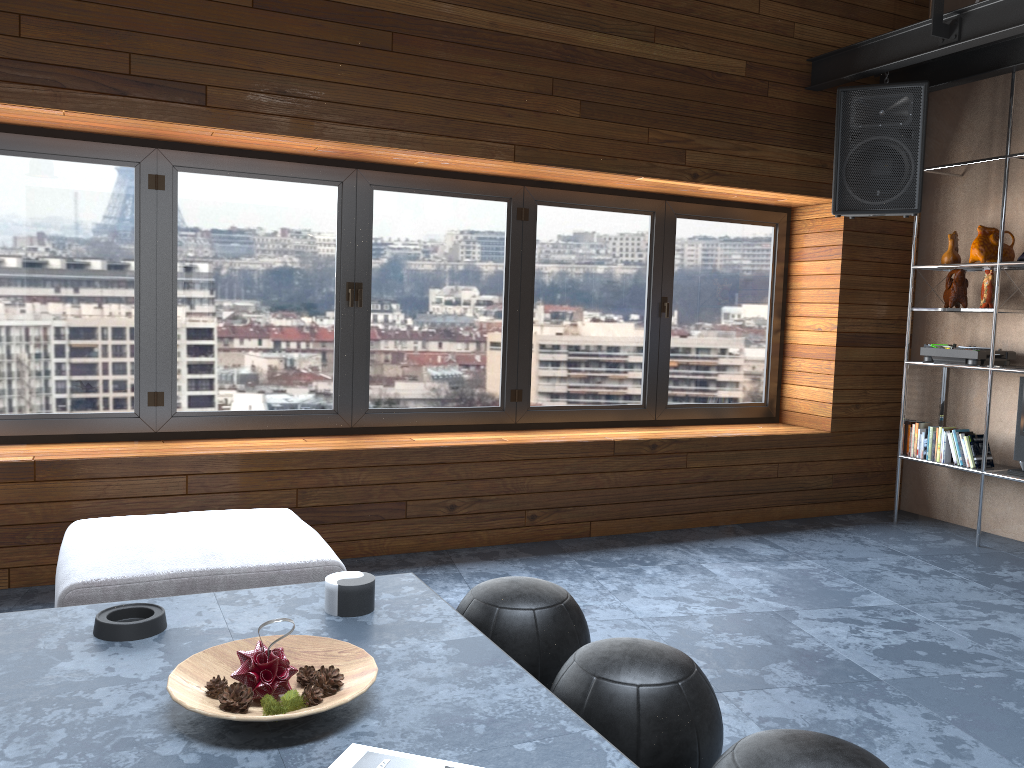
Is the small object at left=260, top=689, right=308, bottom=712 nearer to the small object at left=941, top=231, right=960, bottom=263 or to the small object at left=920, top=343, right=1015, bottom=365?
the small object at left=920, top=343, right=1015, bottom=365

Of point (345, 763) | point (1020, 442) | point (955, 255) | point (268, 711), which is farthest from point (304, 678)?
Result: point (955, 255)

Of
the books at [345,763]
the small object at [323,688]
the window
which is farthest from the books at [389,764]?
the window

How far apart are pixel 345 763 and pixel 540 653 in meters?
0.9 m

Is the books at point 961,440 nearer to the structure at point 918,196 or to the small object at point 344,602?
the structure at point 918,196

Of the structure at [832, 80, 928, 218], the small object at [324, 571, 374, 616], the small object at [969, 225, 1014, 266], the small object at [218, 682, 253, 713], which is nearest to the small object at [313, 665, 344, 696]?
the small object at [218, 682, 253, 713]

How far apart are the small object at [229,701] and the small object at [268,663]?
0.0m

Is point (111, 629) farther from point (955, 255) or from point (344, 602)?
point (955, 255)

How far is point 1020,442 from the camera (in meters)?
4.79

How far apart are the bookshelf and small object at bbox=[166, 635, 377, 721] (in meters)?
4.17
